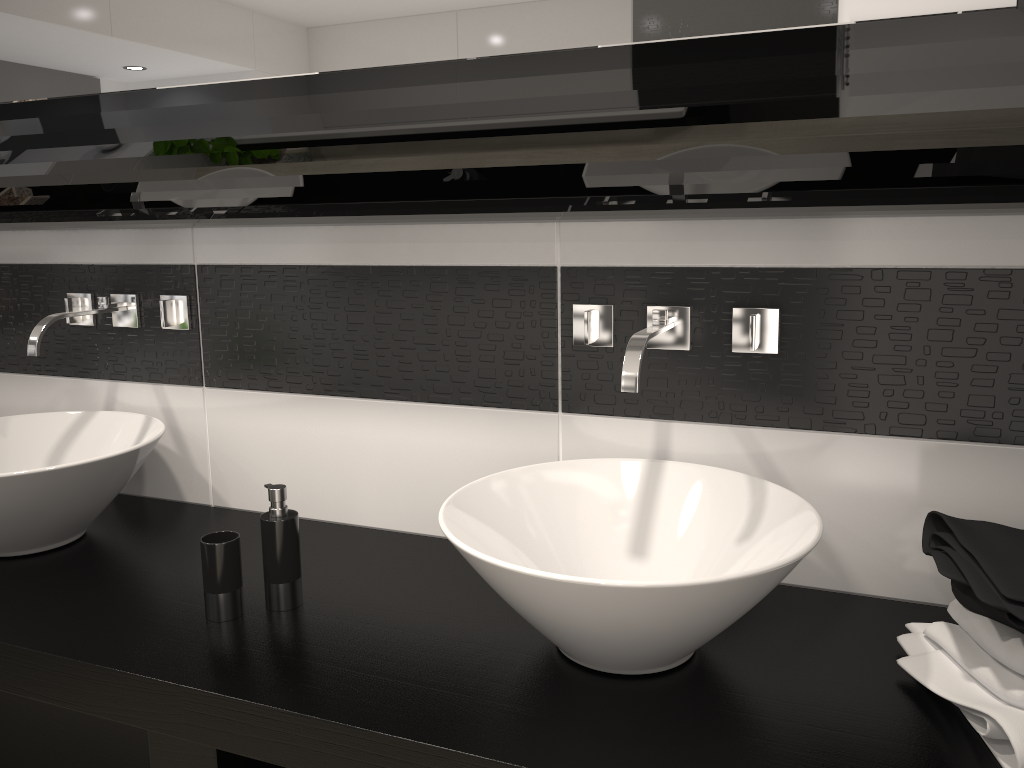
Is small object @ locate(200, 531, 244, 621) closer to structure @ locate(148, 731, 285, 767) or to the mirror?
structure @ locate(148, 731, 285, 767)

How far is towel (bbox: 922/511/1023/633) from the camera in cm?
107

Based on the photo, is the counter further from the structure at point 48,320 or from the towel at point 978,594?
the structure at point 48,320

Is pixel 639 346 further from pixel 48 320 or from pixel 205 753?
pixel 48 320

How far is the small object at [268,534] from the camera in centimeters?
148cm

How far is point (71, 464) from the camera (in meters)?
1.63

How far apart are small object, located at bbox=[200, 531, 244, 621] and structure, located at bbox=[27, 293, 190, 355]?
0.66m

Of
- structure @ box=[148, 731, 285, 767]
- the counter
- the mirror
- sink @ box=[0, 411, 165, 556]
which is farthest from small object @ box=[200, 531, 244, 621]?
the mirror

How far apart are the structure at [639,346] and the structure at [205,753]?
0.79m

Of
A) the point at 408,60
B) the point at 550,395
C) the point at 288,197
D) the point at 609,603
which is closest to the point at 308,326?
the point at 288,197
